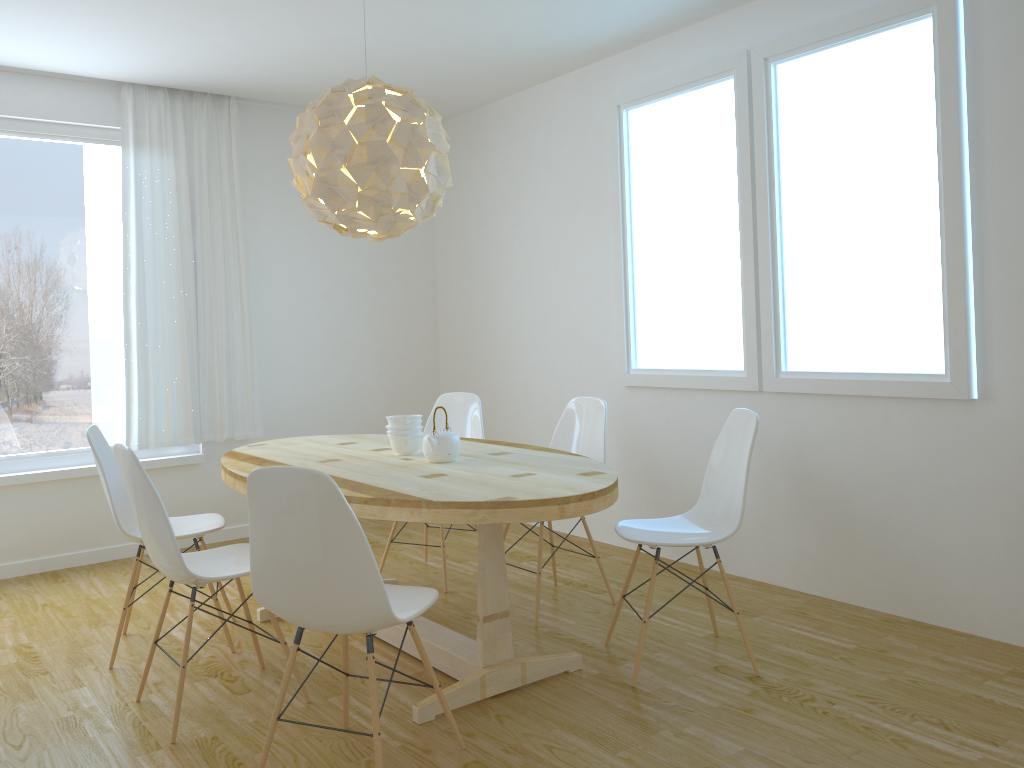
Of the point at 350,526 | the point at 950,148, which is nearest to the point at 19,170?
the point at 350,526

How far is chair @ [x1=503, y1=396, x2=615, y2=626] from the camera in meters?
4.0 m

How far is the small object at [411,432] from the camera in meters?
3.6 m

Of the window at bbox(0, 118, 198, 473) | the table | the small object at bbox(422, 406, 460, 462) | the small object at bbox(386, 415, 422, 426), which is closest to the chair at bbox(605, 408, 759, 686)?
the table

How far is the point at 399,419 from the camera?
3.6m

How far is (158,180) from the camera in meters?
5.1

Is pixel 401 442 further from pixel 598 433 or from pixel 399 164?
pixel 399 164

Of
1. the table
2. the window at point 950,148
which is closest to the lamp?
the table

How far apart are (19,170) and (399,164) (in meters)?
2.84

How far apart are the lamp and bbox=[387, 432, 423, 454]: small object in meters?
0.8
